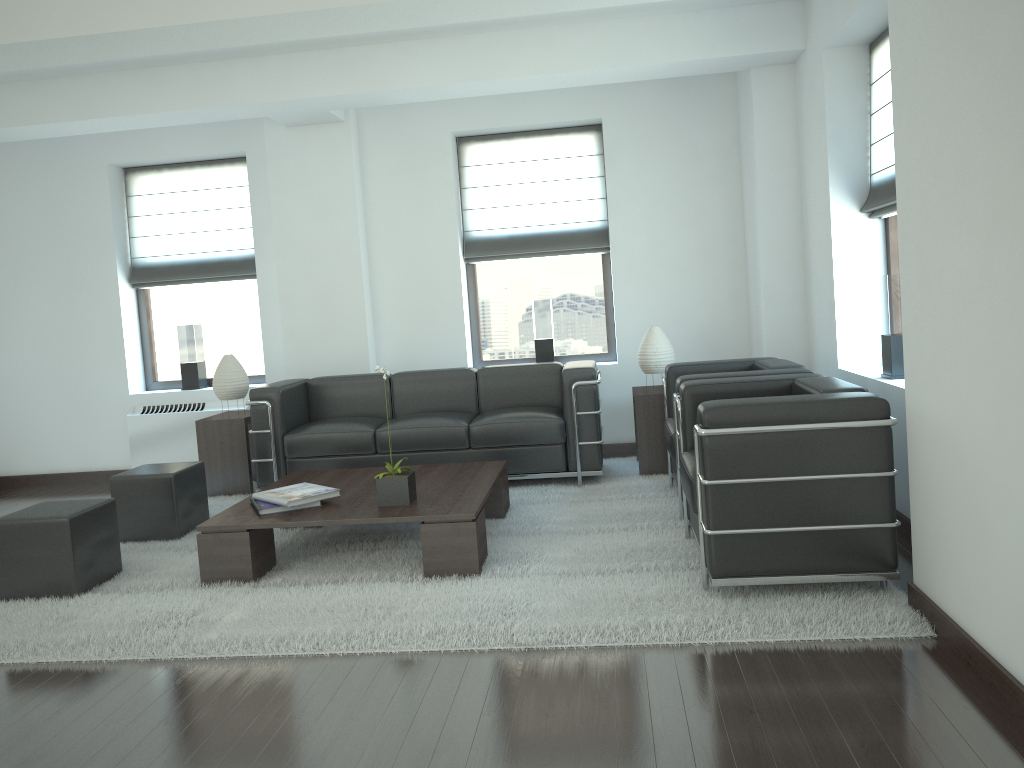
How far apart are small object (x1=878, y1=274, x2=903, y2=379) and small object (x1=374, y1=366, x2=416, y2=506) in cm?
361

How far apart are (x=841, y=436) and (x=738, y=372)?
1.9 meters

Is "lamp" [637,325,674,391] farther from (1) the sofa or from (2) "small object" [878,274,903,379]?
(2) "small object" [878,274,903,379]

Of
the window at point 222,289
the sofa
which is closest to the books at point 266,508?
the sofa

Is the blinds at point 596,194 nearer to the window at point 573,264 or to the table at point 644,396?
the window at point 573,264

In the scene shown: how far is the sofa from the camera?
8.4m

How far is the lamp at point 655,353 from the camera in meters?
8.7

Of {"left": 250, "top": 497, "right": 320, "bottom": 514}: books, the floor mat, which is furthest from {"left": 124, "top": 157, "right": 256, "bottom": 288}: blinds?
{"left": 250, "top": 497, "right": 320, "bottom": 514}: books

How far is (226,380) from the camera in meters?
9.2

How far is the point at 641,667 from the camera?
4.4 meters
